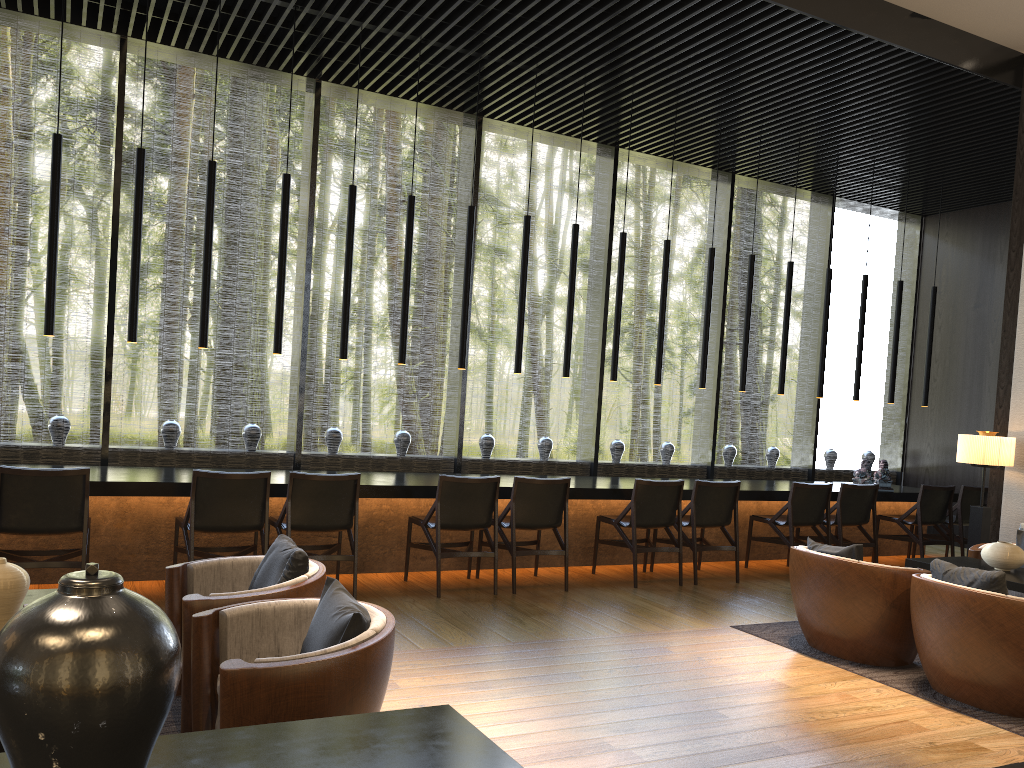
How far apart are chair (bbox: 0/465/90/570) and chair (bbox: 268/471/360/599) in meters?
1.1 m

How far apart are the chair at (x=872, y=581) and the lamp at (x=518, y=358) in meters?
2.8

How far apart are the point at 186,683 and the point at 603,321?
6.3m

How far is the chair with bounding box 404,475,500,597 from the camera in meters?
6.0

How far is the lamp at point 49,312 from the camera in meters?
5.6

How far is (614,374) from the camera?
7.55m

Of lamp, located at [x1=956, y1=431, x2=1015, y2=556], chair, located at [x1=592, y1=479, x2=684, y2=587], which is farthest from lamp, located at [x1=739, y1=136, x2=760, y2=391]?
lamp, located at [x1=956, y1=431, x2=1015, y2=556]

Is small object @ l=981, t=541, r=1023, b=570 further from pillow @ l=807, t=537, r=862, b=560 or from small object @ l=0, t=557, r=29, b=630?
small object @ l=0, t=557, r=29, b=630

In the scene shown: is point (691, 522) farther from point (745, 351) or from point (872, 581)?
point (872, 581)

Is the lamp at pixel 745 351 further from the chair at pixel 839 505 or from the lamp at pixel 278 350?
the lamp at pixel 278 350
